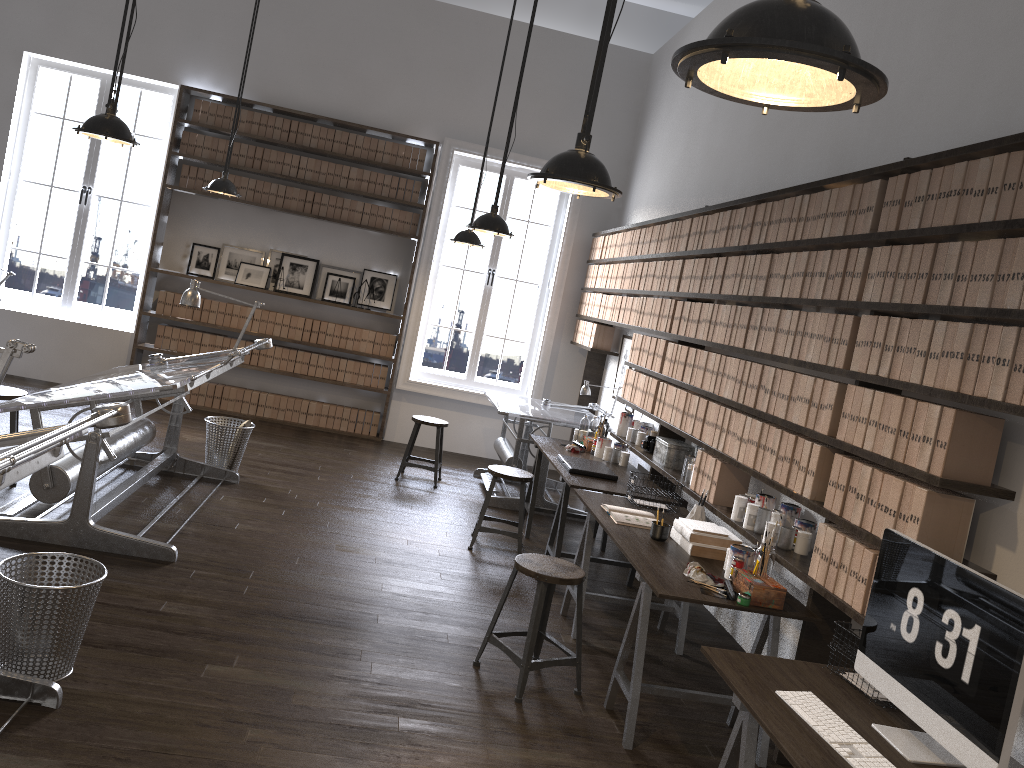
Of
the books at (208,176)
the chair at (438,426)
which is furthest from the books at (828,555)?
the books at (208,176)

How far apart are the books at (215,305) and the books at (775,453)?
6.16m

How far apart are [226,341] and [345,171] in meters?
2.0 m

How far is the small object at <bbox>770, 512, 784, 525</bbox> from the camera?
4.0 meters

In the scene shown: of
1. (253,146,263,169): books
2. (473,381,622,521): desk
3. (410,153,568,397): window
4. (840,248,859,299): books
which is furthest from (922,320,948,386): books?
(253,146,263,169): books

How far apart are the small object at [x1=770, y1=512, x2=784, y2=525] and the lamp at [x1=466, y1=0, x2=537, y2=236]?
2.4m

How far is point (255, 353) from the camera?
8.6 meters

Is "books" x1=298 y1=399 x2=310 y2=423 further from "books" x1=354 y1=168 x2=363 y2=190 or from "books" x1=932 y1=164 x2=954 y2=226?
"books" x1=932 y1=164 x2=954 y2=226

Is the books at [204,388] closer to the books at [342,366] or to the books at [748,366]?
the books at [342,366]

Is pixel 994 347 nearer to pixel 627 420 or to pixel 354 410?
pixel 627 420
